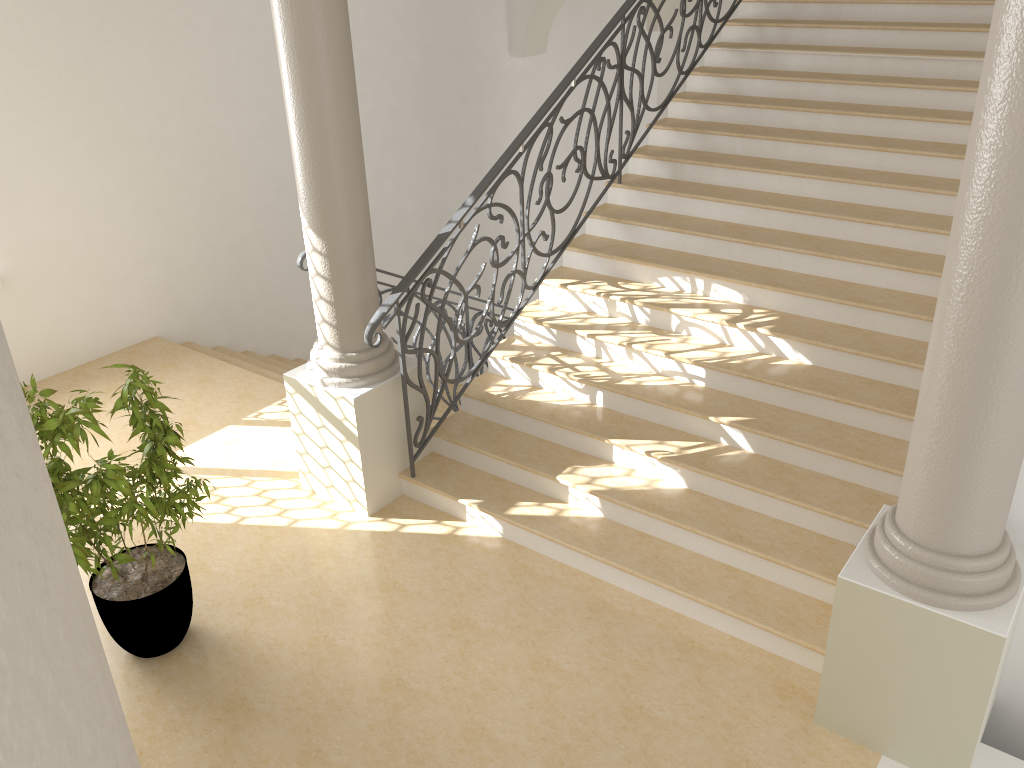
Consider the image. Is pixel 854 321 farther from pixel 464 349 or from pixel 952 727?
pixel 464 349

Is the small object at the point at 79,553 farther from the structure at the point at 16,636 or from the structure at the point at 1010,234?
the structure at the point at 16,636

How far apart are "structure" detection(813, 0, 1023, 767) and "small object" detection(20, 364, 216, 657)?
2.84m

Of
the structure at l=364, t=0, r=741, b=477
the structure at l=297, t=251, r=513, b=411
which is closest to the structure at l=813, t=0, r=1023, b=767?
the structure at l=364, t=0, r=741, b=477

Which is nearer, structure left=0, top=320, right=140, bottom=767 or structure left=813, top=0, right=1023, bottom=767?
structure left=0, top=320, right=140, bottom=767

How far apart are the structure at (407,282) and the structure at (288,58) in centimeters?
9cm

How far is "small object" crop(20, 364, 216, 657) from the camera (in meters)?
3.76

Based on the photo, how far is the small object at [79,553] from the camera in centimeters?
376cm

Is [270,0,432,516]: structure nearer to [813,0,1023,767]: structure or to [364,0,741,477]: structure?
[364,0,741,477]: structure

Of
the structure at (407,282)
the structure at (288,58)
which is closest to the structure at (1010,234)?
the structure at (407,282)
